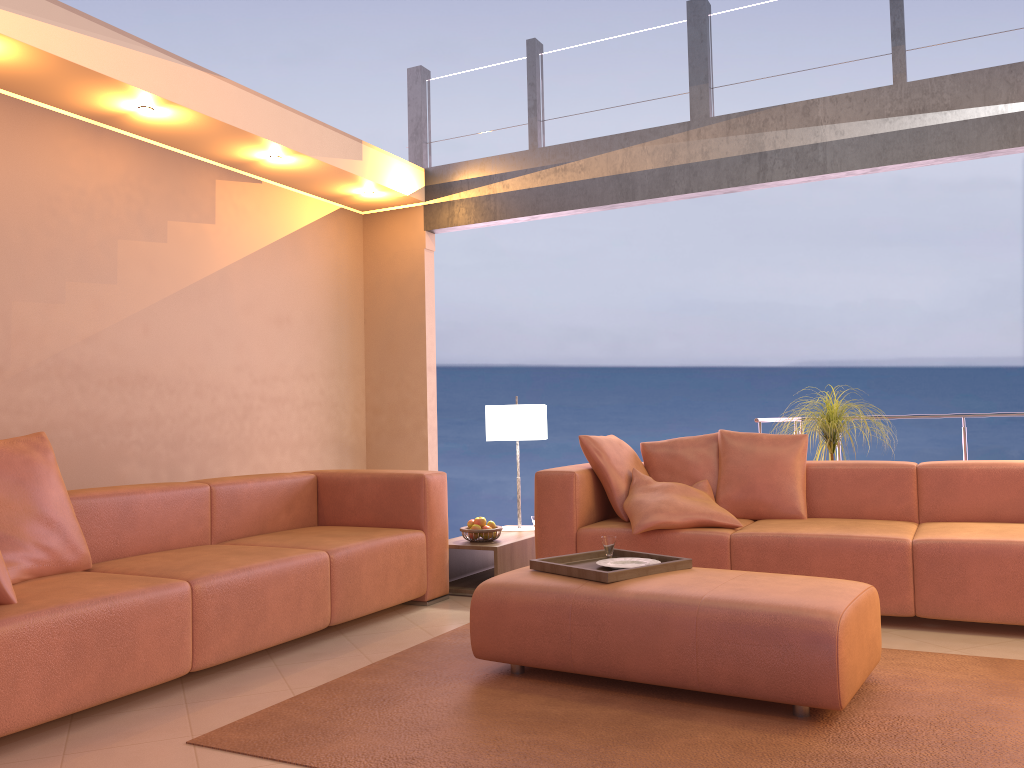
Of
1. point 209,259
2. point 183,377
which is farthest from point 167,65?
point 183,377

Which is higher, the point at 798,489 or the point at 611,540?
the point at 798,489

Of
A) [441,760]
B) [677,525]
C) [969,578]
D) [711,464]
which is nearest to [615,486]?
[677,525]

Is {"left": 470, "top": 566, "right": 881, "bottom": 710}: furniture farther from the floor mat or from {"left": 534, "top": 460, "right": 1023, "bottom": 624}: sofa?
{"left": 534, "top": 460, "right": 1023, "bottom": 624}: sofa

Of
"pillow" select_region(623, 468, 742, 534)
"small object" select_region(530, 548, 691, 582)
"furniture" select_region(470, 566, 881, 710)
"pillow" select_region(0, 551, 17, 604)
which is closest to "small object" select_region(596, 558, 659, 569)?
"small object" select_region(530, 548, 691, 582)

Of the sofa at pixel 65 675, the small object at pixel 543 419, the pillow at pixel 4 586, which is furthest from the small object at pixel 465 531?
the pillow at pixel 4 586

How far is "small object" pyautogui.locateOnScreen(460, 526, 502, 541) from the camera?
4.7 meters

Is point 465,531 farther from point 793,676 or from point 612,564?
point 793,676

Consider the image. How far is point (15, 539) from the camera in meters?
3.0

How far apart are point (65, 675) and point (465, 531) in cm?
238
